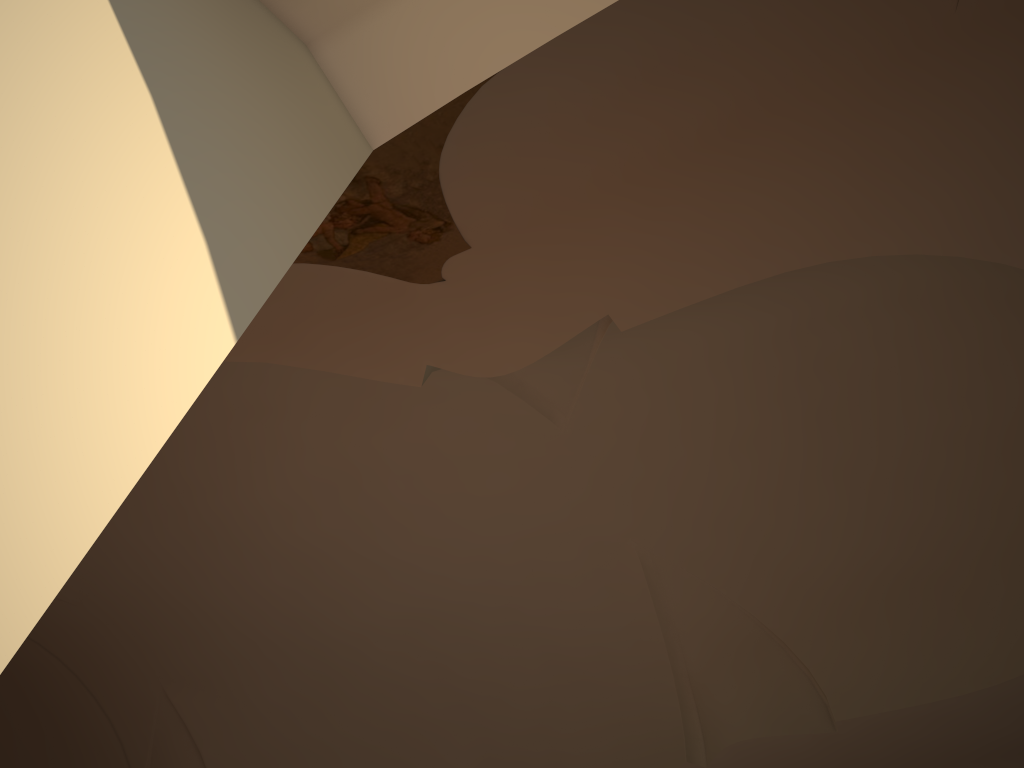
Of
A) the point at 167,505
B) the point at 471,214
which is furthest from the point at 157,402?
the point at 167,505
